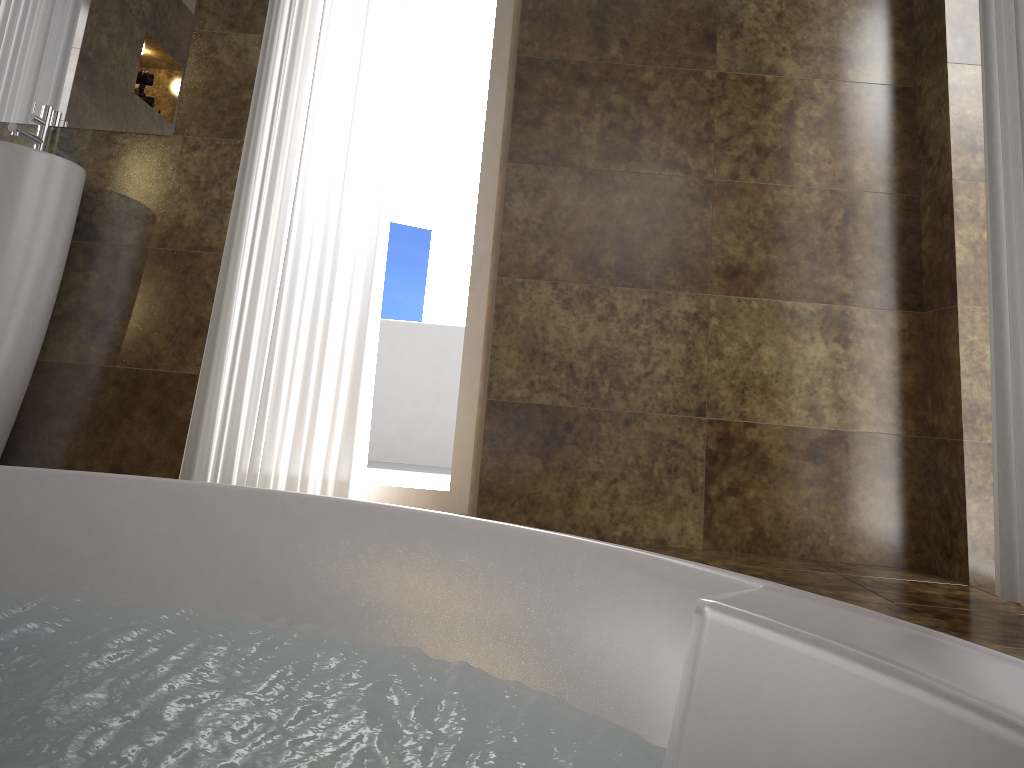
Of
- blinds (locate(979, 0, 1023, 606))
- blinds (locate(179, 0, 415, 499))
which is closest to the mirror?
blinds (locate(179, 0, 415, 499))

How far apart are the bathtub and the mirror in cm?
169

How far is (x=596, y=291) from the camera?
2.58m

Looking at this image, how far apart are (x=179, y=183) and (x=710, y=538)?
1.9 meters

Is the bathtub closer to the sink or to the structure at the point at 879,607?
the structure at the point at 879,607

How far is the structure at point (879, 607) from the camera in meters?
1.2 m

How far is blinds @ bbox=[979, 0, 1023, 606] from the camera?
2.0 meters

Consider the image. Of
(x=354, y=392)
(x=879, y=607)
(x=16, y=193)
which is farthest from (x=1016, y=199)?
(x=16, y=193)

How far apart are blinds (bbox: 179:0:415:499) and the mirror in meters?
0.3 m

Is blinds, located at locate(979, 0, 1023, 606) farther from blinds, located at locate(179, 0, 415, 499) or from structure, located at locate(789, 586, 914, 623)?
blinds, located at locate(179, 0, 415, 499)
